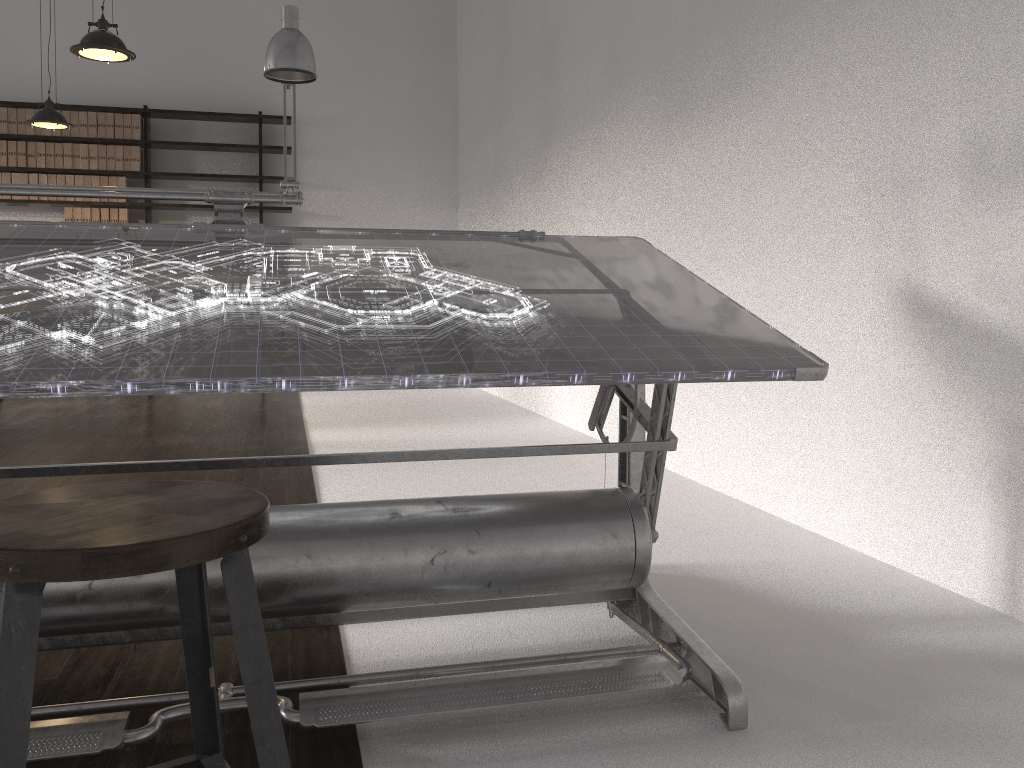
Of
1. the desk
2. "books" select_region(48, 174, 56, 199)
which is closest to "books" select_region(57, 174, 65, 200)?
"books" select_region(48, 174, 56, 199)

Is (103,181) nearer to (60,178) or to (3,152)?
(60,178)

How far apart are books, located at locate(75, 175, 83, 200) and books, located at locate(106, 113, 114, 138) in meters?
0.5

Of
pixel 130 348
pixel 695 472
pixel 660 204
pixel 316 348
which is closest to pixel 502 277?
pixel 316 348

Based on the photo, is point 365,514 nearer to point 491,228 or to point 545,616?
point 545,616

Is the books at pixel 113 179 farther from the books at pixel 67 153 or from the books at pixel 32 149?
the books at pixel 32 149

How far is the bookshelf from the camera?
7.5 meters

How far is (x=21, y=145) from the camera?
7.43m

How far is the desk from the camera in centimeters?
139cm

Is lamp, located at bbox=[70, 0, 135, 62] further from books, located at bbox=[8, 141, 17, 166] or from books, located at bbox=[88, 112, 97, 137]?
books, located at bbox=[8, 141, 17, 166]
